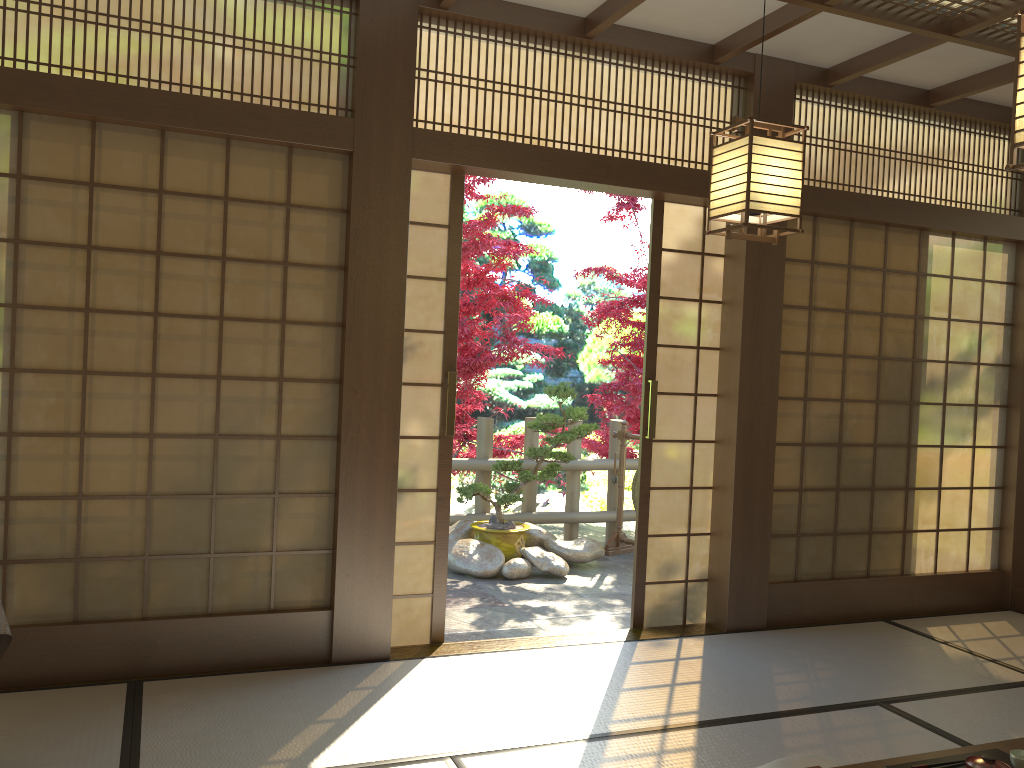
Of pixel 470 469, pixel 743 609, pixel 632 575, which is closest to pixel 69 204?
pixel 743 609

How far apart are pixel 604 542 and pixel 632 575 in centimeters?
116cm

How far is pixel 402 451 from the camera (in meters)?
4.15

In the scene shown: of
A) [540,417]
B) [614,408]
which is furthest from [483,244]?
[614,408]

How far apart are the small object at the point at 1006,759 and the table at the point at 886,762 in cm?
4

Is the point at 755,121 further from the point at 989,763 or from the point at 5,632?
the point at 5,632

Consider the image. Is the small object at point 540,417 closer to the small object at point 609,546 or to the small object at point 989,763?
the small object at point 609,546

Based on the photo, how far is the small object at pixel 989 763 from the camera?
2.1m

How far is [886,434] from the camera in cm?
509

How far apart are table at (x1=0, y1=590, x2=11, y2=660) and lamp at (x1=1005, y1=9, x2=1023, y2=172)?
3.1 meters
